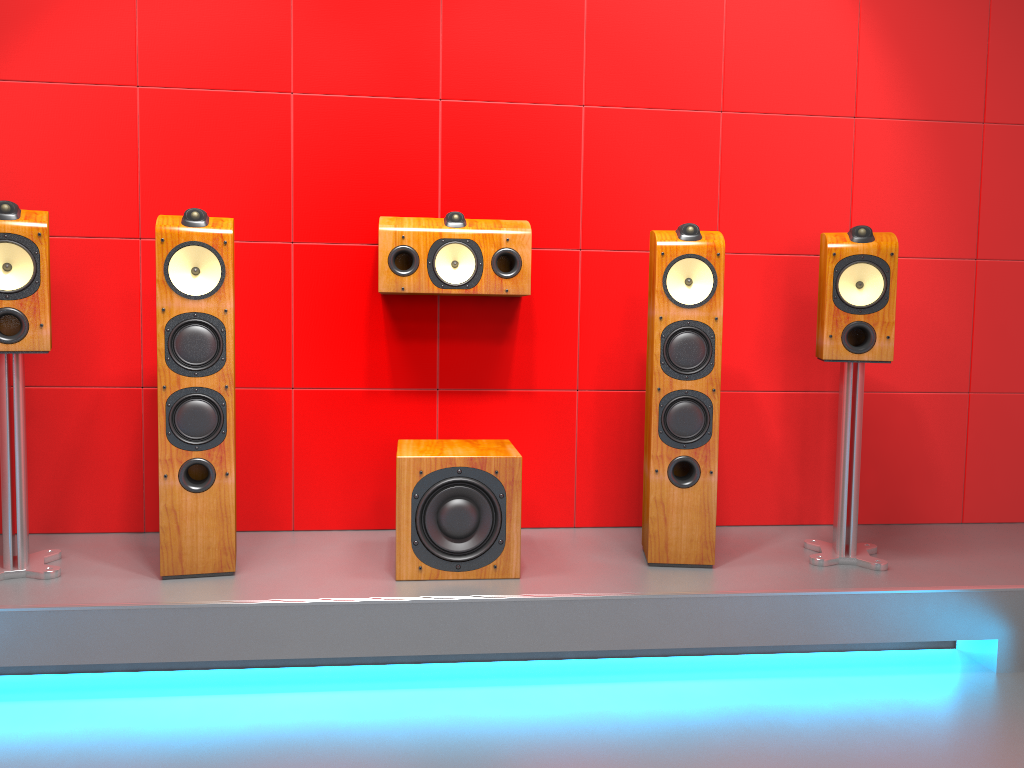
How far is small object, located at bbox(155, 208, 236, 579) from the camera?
2.5 meters

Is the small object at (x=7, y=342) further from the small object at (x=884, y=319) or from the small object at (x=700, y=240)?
the small object at (x=884, y=319)

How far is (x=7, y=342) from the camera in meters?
2.4

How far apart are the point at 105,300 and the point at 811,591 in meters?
2.4

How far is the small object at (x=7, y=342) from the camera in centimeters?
243cm

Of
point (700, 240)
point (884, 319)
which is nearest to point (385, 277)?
point (700, 240)

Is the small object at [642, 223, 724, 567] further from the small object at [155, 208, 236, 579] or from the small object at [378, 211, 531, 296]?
the small object at [155, 208, 236, 579]

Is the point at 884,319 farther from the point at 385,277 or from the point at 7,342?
the point at 7,342

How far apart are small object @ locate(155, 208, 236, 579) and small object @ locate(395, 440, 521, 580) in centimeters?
48cm

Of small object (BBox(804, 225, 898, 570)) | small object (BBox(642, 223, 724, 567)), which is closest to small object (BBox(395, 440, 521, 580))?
small object (BBox(642, 223, 724, 567))
